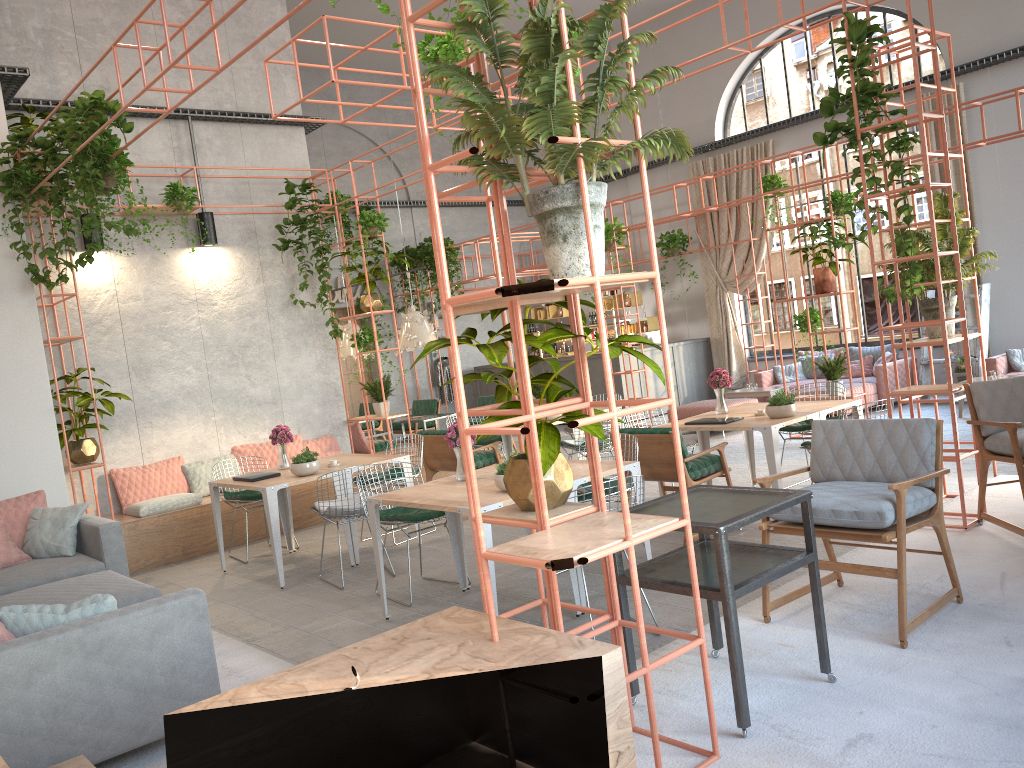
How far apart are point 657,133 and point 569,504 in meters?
1.4 m

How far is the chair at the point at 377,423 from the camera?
15.7m

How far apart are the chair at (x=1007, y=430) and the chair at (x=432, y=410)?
9.6 meters

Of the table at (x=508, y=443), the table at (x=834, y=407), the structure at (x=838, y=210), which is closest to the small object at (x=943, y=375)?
the structure at (x=838, y=210)

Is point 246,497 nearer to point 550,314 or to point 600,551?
point 600,551

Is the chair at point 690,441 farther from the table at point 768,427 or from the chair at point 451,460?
the chair at point 451,460

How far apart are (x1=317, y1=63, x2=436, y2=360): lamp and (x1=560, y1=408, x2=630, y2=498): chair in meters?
3.7

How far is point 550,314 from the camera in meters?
18.9 m

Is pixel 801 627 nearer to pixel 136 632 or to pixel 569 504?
pixel 569 504

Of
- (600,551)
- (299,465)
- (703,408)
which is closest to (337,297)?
(703,408)
